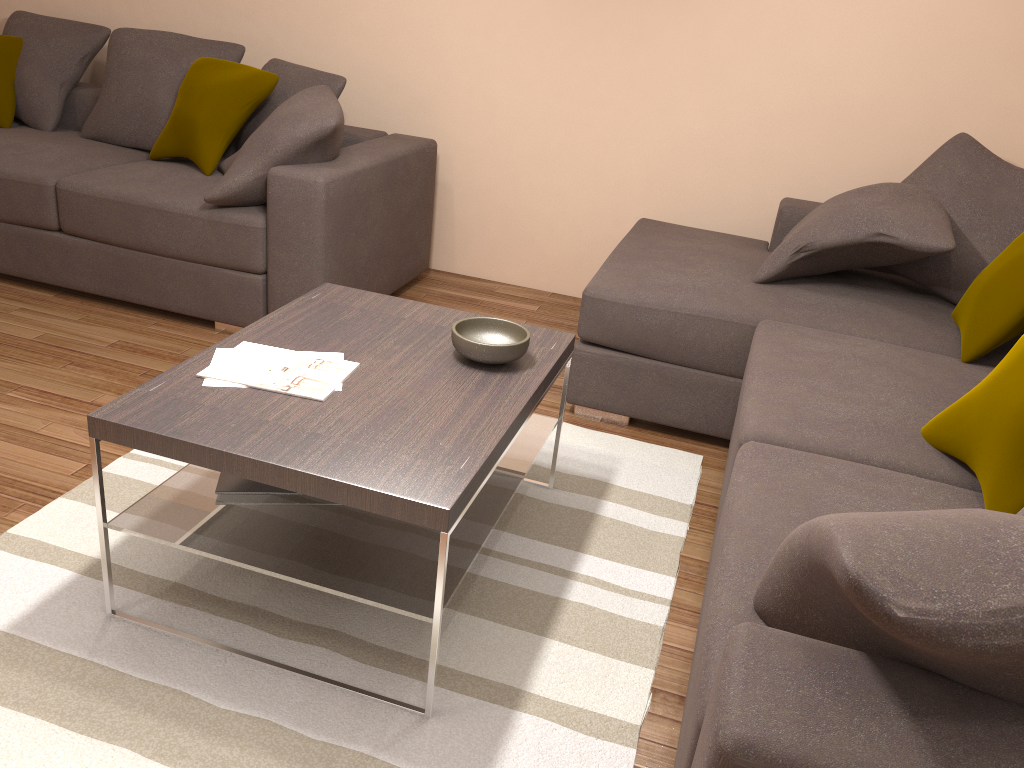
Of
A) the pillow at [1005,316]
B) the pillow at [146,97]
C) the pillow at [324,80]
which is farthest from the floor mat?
the pillow at [146,97]

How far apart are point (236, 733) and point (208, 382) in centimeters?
81cm

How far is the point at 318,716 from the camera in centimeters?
196cm

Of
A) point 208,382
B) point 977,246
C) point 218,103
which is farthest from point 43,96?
point 977,246

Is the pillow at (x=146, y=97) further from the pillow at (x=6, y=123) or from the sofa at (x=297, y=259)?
Result: the pillow at (x=6, y=123)

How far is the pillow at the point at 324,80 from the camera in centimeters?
411cm

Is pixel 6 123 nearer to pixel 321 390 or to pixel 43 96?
pixel 43 96

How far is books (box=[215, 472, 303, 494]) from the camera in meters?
2.2 m

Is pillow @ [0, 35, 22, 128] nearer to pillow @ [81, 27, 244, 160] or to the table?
pillow @ [81, 27, 244, 160]

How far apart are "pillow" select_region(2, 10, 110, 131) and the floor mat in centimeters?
268cm
